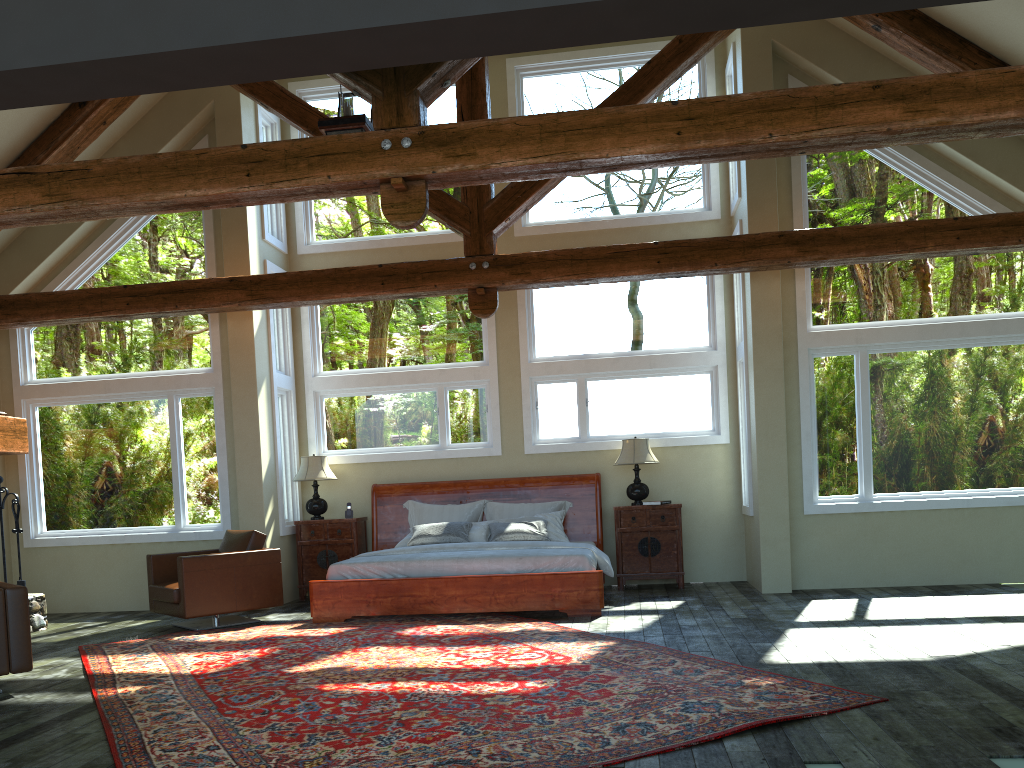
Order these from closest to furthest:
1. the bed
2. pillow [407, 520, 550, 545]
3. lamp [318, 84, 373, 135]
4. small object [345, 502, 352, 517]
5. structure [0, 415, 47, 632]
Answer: lamp [318, 84, 373, 135]
the bed
structure [0, 415, 47, 632]
pillow [407, 520, 550, 545]
small object [345, 502, 352, 517]

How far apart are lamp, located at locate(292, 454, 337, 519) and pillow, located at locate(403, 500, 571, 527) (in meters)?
0.92

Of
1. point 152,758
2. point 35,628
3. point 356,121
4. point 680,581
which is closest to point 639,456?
point 680,581

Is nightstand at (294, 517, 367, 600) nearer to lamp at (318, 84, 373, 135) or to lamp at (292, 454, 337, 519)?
lamp at (292, 454, 337, 519)

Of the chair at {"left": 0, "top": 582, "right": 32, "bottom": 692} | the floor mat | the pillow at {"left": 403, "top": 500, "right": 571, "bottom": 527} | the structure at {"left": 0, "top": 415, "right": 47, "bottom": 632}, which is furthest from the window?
the chair at {"left": 0, "top": 582, "right": 32, "bottom": 692}

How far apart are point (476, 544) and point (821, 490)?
3.6 meters

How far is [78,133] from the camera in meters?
8.7

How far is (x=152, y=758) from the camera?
4.1m

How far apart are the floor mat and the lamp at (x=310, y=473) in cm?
218

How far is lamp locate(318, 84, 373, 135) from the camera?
6.5m
